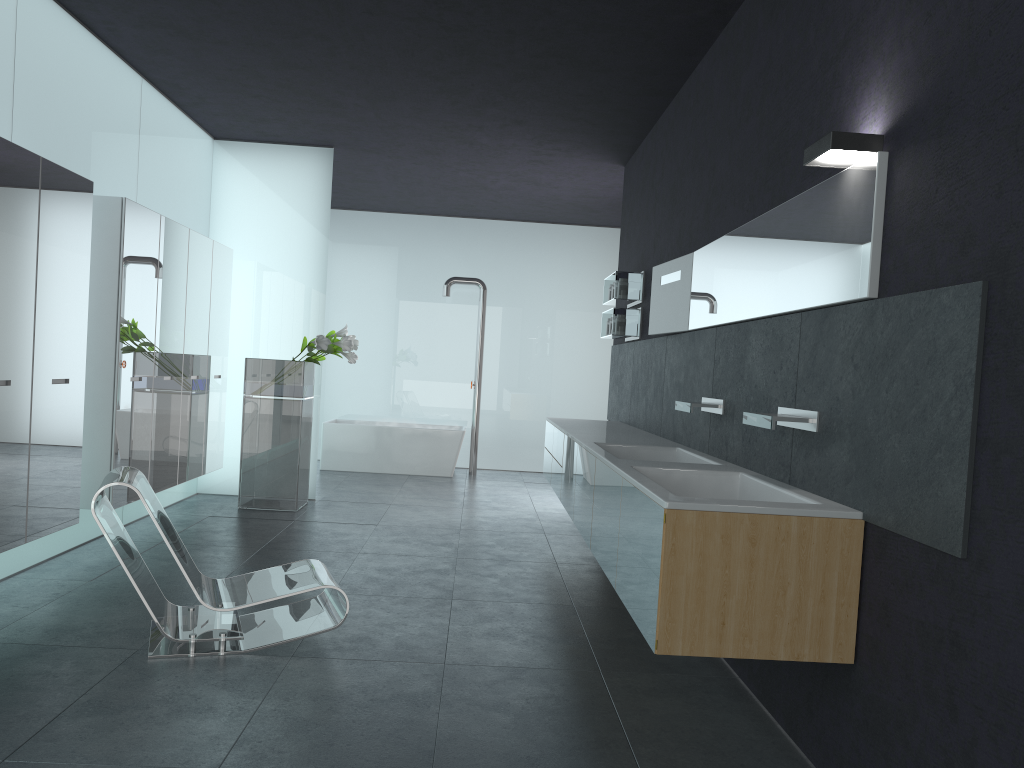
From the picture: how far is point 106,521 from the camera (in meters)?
4.41

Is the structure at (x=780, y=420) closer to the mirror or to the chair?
the mirror

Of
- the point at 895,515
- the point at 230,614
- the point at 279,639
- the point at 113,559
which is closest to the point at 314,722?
the point at 279,639

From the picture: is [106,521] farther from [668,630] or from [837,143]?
[837,143]

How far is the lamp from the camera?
3.3m

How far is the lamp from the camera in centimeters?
328cm

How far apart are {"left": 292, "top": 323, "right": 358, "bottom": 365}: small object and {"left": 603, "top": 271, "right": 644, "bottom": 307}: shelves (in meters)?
2.58

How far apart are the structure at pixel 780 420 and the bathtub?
8.4 meters

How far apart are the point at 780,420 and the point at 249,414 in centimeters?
623cm

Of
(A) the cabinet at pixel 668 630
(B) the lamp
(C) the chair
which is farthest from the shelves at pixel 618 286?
(B) the lamp
